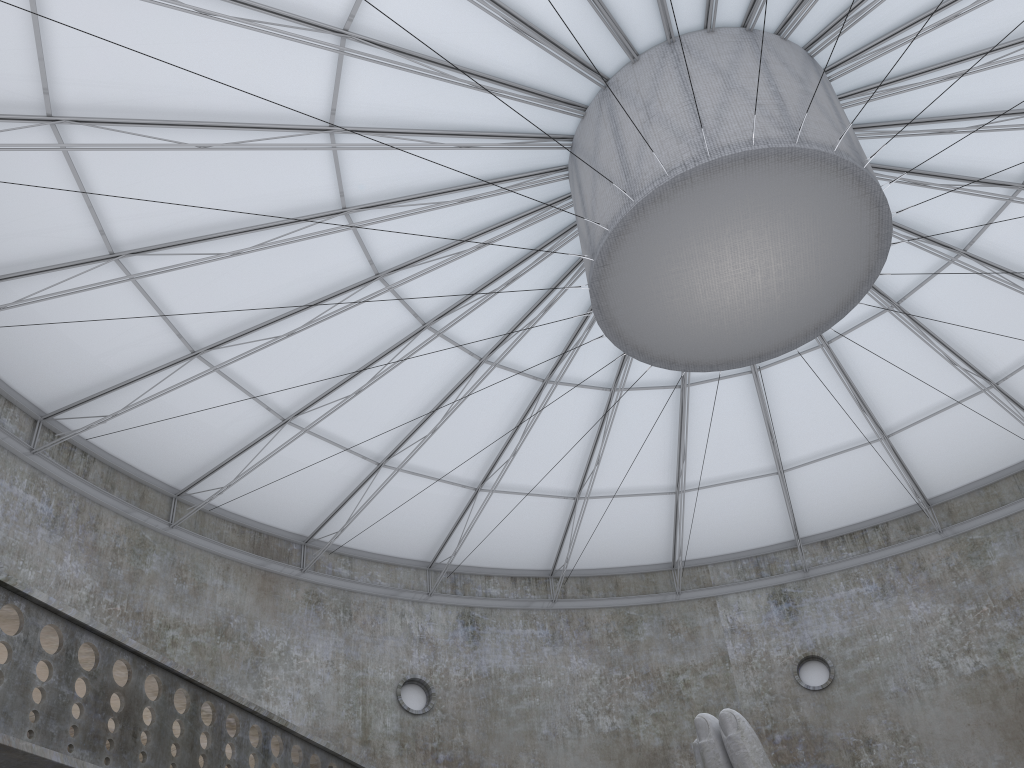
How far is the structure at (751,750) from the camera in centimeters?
1310cm

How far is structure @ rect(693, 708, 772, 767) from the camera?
13.10m

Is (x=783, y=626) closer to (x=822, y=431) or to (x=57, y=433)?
(x=822, y=431)

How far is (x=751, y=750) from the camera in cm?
1310
